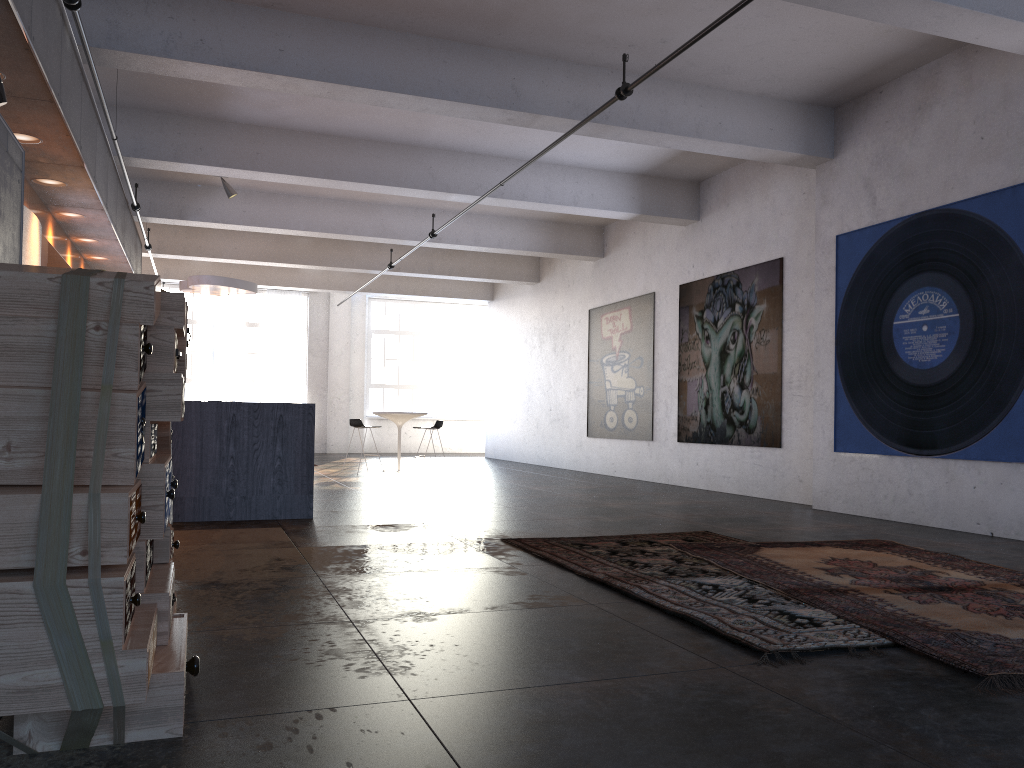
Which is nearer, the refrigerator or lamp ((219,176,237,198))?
the refrigerator

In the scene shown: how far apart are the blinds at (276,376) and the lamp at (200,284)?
7.5m

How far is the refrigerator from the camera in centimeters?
701cm

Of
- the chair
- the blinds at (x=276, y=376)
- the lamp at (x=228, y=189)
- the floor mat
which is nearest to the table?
the chair

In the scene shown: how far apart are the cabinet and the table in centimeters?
483cm

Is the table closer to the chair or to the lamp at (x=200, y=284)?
the chair

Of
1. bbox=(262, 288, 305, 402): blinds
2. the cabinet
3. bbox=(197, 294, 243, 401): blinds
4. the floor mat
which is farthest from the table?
the floor mat

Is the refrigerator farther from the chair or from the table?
the table

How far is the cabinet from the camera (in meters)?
7.52

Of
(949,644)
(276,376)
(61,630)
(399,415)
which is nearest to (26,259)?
(61,630)
